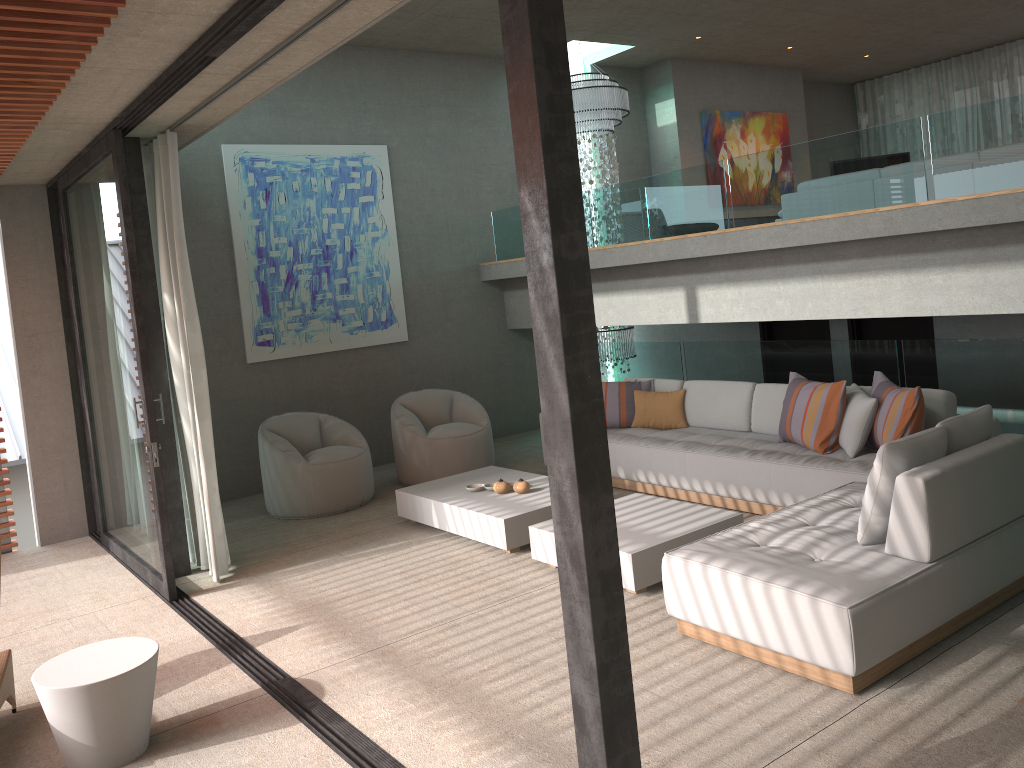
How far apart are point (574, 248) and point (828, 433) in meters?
4.1 m

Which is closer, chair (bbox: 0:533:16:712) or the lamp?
chair (bbox: 0:533:16:712)

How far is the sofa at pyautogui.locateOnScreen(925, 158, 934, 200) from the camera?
7.45m

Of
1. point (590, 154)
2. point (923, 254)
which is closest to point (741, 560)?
point (923, 254)

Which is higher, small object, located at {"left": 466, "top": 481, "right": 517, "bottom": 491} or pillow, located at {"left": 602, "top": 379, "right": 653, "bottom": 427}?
pillow, located at {"left": 602, "top": 379, "right": 653, "bottom": 427}

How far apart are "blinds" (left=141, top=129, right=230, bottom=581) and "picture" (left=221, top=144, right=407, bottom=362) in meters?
2.1

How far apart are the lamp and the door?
1.6m

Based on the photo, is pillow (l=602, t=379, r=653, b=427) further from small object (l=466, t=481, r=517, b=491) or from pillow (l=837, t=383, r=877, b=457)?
pillow (l=837, t=383, r=877, b=457)

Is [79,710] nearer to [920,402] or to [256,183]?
[920,402]

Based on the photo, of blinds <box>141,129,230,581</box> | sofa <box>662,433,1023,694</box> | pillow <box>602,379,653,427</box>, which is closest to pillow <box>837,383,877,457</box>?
sofa <box>662,433,1023,694</box>
